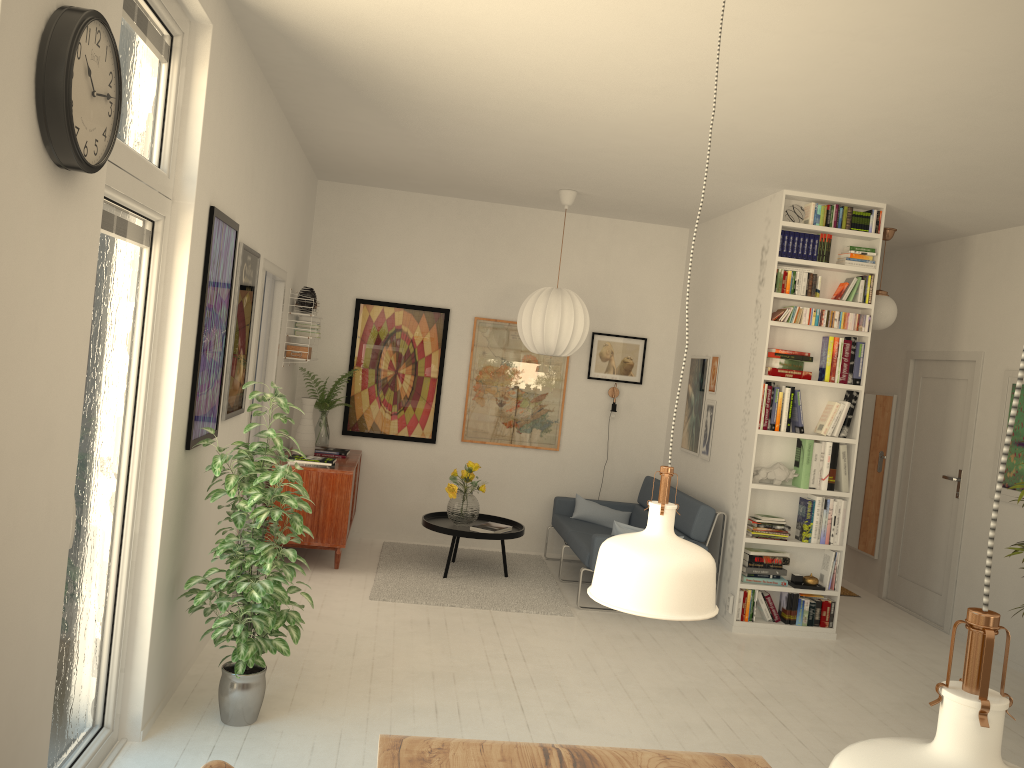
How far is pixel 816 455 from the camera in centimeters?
585cm

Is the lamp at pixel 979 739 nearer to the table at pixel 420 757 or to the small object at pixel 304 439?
the table at pixel 420 757

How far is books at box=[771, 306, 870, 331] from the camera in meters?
5.8 m

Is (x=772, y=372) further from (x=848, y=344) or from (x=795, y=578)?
(x=795, y=578)

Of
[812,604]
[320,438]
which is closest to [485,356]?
[320,438]

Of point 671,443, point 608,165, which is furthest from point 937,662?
point 671,443

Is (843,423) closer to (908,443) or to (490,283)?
(908,443)

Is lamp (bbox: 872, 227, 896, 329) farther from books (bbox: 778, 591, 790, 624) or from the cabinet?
the cabinet

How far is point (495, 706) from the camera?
4.1 meters

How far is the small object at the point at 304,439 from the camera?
6.4m
